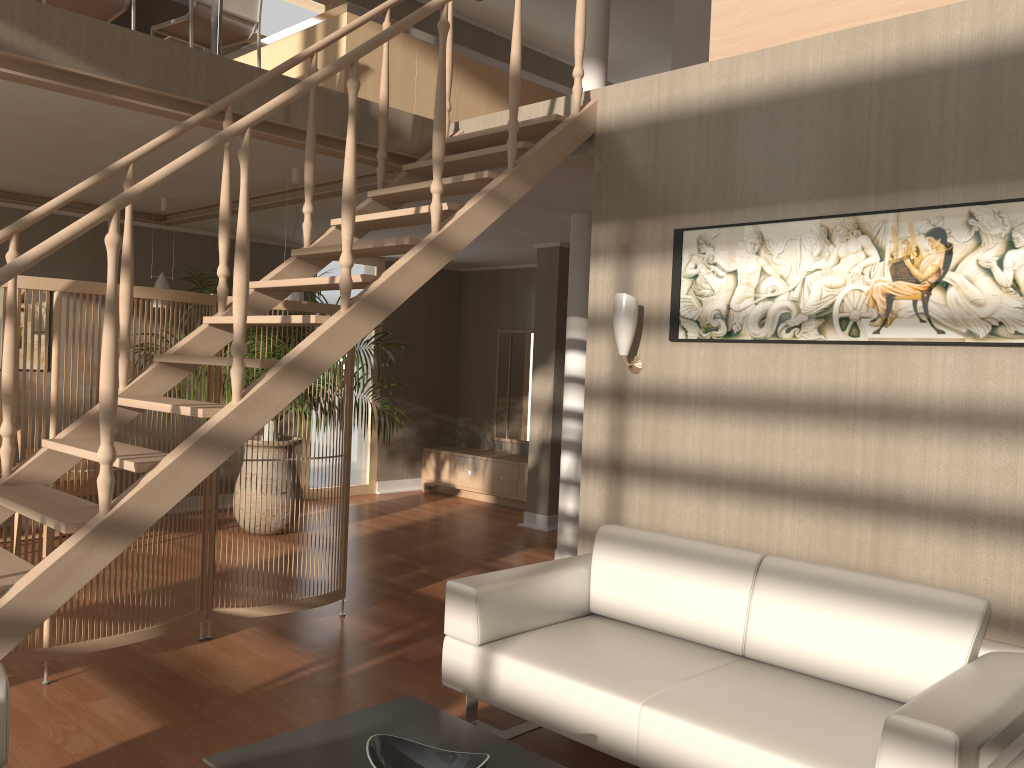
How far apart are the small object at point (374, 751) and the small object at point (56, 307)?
2.03m

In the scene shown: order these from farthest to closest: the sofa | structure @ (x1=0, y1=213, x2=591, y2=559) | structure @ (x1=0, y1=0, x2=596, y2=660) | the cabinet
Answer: the cabinet
structure @ (x1=0, y1=213, x2=591, y2=559)
structure @ (x1=0, y1=0, x2=596, y2=660)
the sofa

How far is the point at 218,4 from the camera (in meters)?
3.96

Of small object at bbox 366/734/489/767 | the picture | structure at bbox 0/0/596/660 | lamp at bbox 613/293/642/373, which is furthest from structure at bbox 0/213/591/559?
small object at bbox 366/734/489/767

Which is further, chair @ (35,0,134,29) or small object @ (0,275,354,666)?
chair @ (35,0,134,29)

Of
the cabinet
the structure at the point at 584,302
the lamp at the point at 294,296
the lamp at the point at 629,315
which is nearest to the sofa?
the lamp at the point at 629,315

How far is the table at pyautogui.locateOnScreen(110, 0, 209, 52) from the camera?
5.2m

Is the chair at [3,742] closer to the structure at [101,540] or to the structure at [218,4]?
the structure at [101,540]

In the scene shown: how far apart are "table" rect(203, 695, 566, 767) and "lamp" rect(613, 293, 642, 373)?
1.79m

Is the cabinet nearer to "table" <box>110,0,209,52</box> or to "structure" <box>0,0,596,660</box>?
"structure" <box>0,0,596,660</box>
